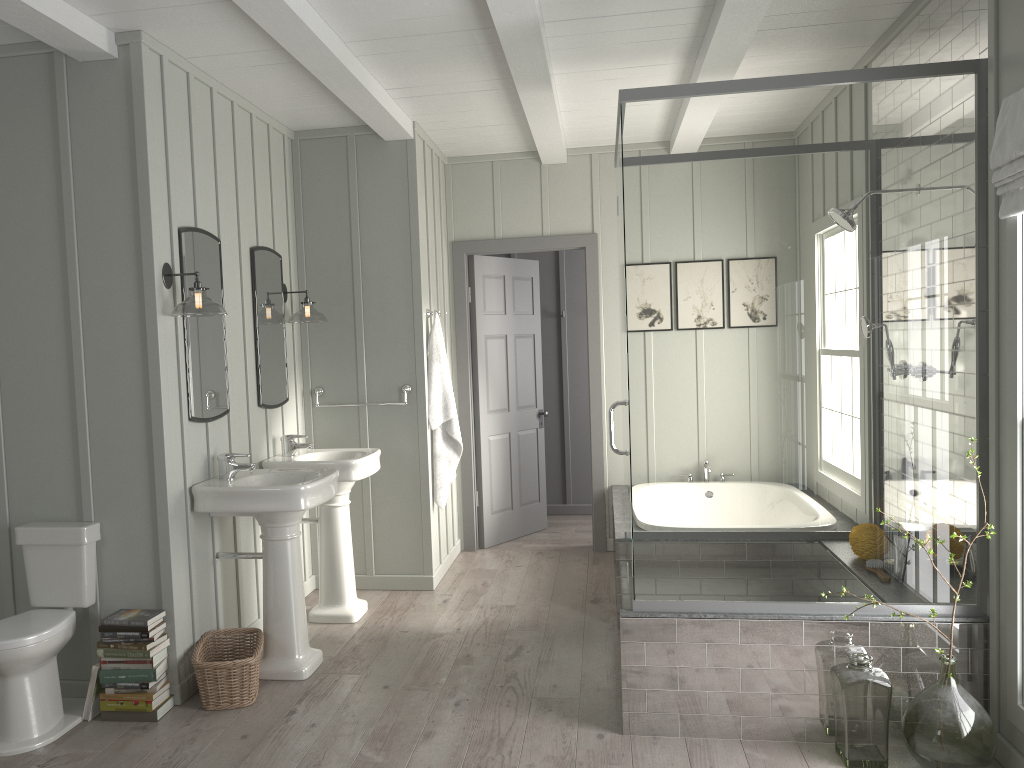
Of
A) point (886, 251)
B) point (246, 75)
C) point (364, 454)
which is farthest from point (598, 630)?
point (246, 75)

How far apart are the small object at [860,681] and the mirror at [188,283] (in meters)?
2.73

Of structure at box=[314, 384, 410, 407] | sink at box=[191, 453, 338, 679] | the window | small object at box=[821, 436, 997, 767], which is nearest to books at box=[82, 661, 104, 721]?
sink at box=[191, 453, 338, 679]

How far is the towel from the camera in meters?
5.3

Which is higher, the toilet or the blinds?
the blinds

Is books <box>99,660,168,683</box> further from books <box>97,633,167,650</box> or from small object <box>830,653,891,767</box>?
small object <box>830,653,891,767</box>

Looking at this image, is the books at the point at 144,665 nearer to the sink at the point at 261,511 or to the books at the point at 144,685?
the books at the point at 144,685

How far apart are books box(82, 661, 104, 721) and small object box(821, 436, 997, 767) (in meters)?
2.99

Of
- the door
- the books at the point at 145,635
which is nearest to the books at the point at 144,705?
the books at the point at 145,635

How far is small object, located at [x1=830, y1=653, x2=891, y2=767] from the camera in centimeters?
299cm
